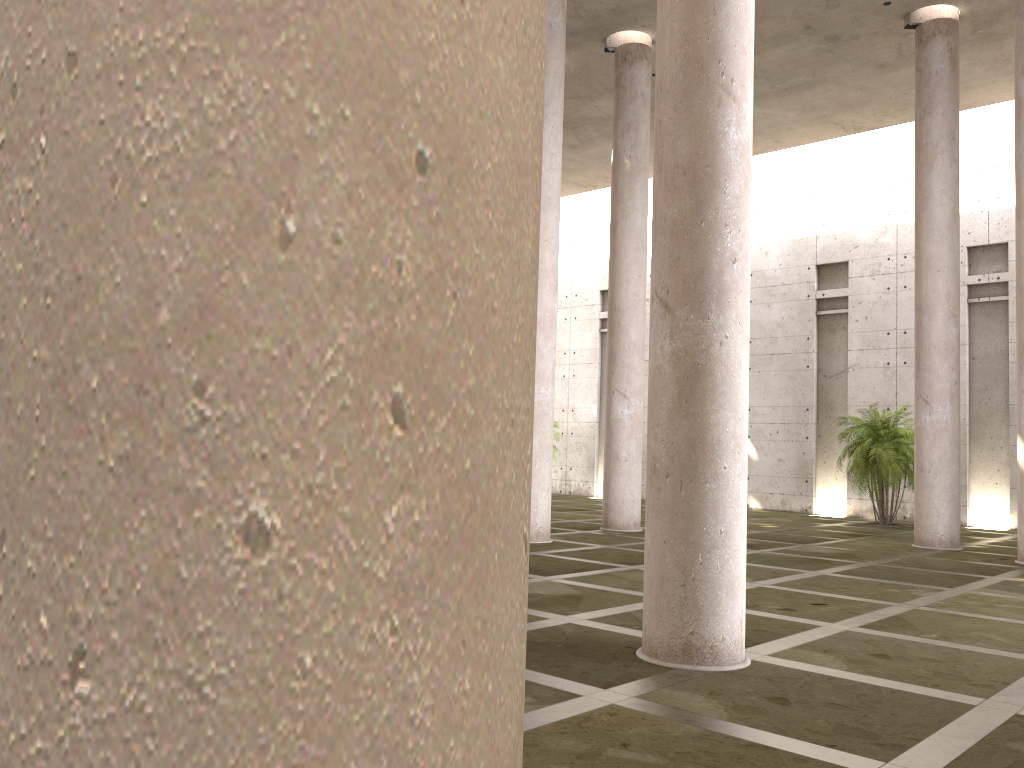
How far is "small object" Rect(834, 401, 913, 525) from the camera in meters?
21.9 m

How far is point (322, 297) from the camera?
0.8m

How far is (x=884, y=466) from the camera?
21.90m

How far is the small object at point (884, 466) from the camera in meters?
21.9 m
